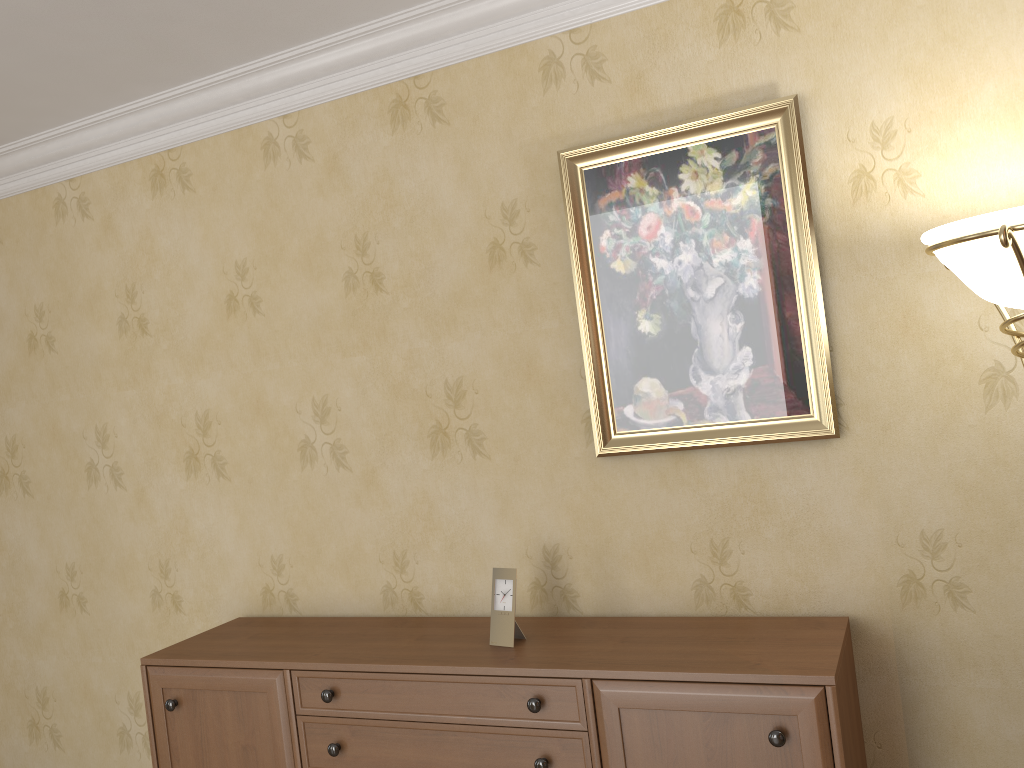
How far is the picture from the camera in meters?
2.2

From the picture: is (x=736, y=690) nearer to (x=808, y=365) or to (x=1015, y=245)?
(x=808, y=365)

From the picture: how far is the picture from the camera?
2.2m

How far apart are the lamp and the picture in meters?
0.4

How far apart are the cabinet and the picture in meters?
0.5 m

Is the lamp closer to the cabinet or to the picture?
the picture

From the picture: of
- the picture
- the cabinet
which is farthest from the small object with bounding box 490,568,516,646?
the picture

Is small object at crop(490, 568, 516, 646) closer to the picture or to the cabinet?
the cabinet

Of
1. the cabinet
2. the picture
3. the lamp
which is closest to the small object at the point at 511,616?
the cabinet

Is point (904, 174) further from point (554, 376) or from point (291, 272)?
point (291, 272)
